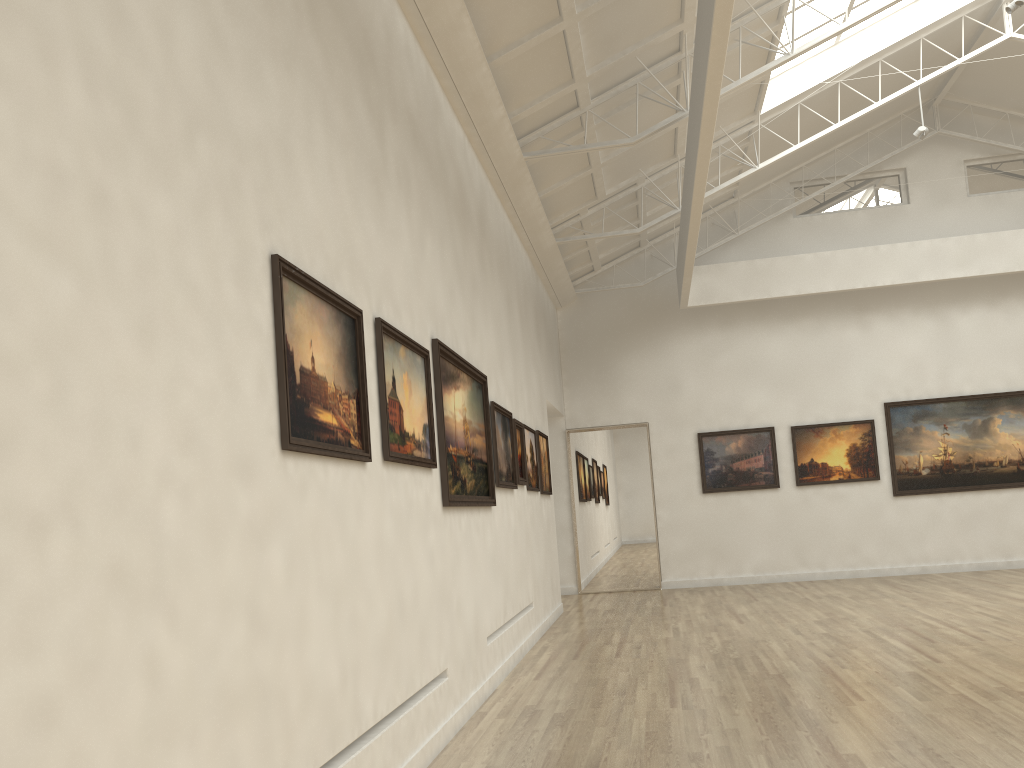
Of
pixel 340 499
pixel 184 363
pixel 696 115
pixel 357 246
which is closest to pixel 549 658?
pixel 340 499

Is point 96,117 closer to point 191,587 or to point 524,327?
point 191,587
